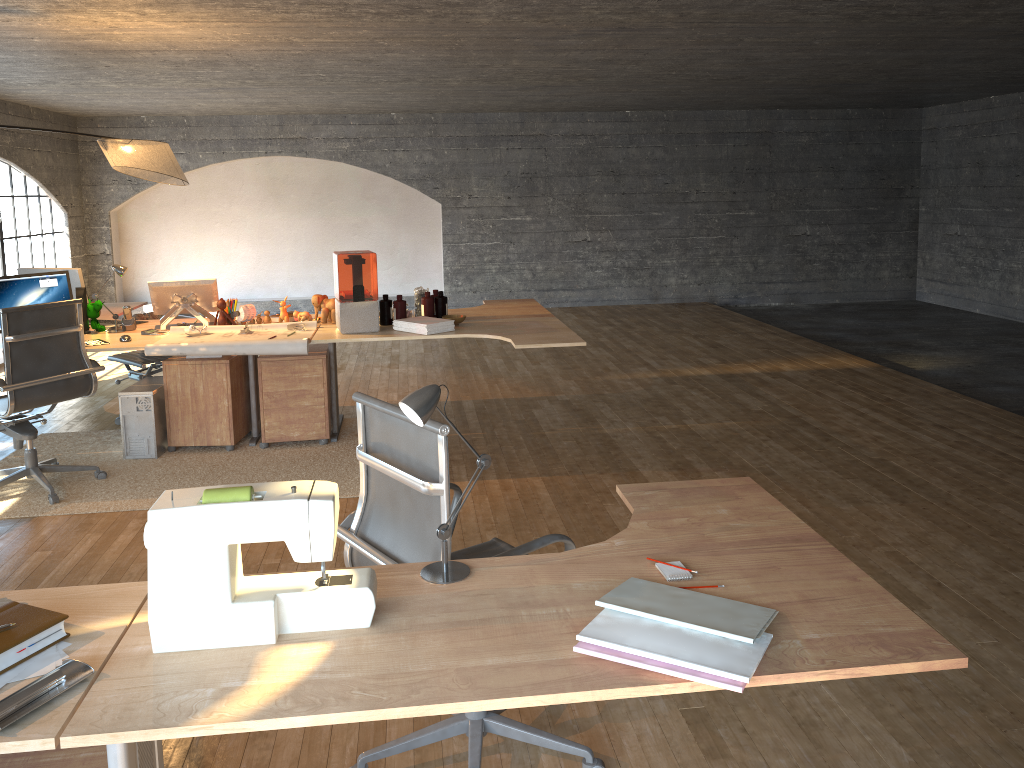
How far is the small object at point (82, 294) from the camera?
5.2m

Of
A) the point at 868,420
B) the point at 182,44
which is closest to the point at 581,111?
the point at 182,44

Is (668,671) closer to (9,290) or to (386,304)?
(386,304)

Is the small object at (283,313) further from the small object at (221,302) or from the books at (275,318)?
the small object at (221,302)

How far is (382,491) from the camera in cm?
232

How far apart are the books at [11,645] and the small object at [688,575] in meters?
1.2 m

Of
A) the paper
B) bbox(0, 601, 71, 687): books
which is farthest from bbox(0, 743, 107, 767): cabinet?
the paper

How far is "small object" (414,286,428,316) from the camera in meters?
5.4 m

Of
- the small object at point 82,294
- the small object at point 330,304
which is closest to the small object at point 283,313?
the small object at point 330,304

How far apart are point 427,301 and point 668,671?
4.1m
